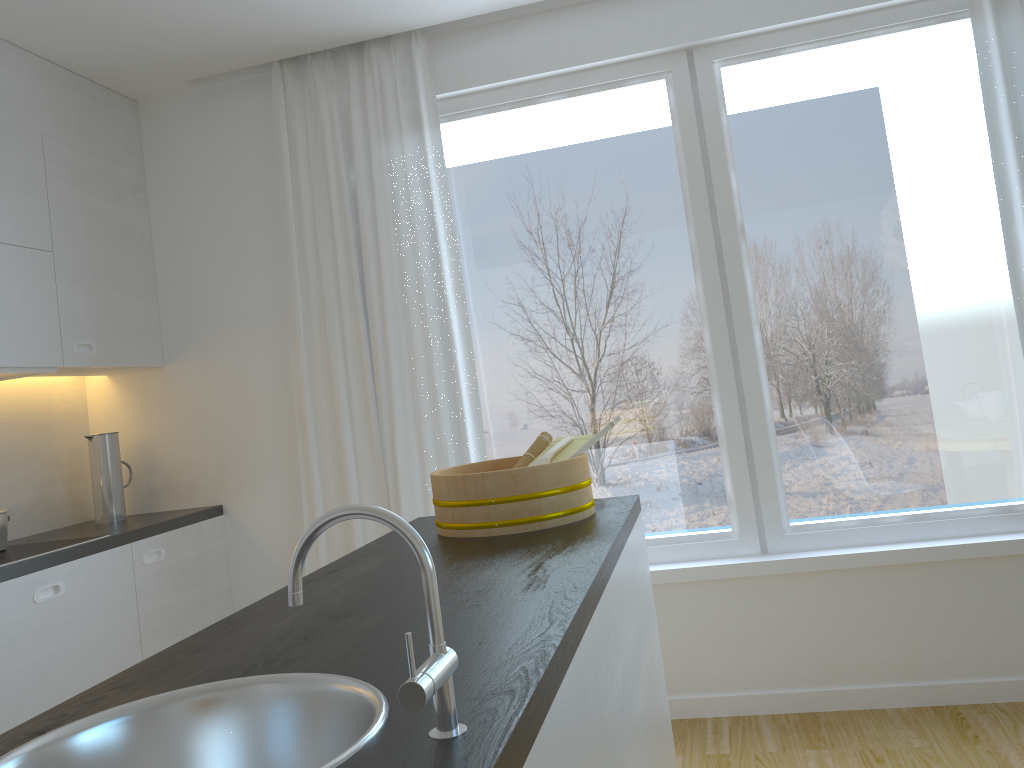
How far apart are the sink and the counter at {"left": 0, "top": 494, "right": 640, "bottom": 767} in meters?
0.0

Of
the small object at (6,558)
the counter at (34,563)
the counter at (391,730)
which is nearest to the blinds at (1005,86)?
the counter at (391,730)

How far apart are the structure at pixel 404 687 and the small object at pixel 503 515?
1.1 meters

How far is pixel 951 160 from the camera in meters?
3.2 m

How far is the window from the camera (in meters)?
3.16

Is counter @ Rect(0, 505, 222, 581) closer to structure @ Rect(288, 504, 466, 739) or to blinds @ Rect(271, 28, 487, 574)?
blinds @ Rect(271, 28, 487, 574)

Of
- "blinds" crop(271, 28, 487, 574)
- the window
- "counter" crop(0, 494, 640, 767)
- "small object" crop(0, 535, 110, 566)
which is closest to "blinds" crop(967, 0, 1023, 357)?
the window

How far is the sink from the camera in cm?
97

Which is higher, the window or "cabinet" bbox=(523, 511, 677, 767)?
the window

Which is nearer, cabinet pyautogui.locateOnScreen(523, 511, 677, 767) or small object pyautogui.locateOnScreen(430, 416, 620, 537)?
cabinet pyautogui.locateOnScreen(523, 511, 677, 767)
